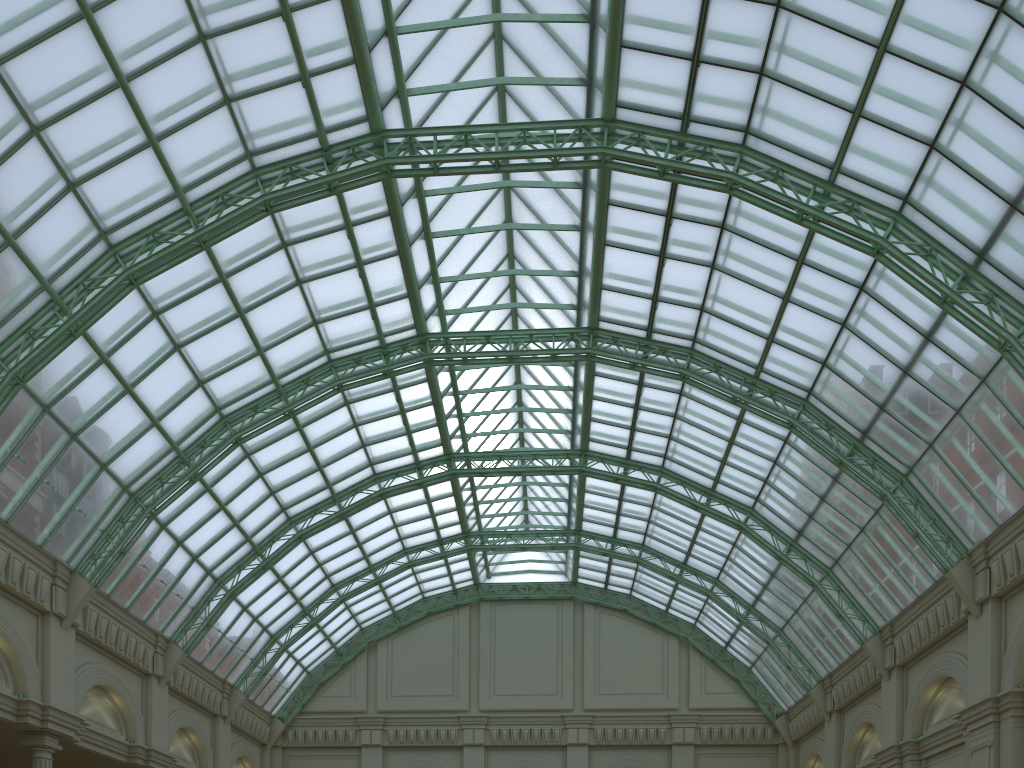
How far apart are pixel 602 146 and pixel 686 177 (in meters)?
3.95
